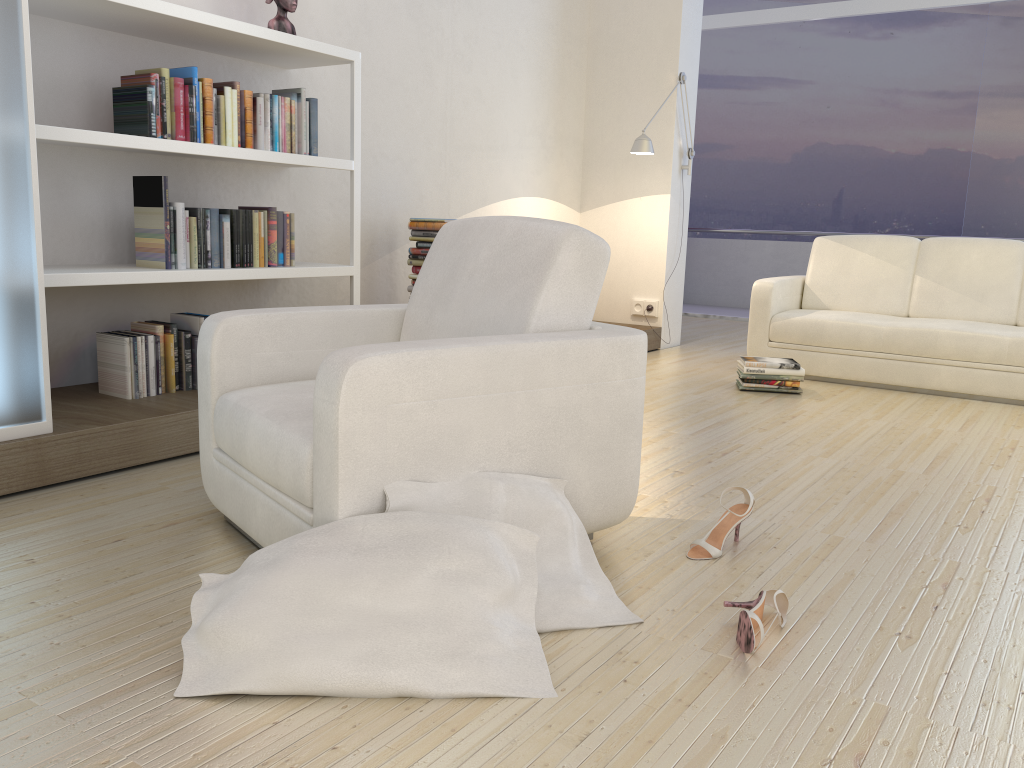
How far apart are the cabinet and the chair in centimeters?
58cm

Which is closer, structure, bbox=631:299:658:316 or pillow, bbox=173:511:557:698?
pillow, bbox=173:511:557:698

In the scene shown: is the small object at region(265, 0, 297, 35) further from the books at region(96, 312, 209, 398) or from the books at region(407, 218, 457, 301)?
the books at region(96, 312, 209, 398)

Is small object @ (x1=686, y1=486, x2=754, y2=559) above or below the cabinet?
below

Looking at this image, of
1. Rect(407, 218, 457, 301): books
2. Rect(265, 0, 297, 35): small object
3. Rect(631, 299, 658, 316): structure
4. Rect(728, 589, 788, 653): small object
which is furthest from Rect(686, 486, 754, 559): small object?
Rect(631, 299, 658, 316): structure

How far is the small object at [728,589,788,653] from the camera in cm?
176

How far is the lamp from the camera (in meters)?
5.50

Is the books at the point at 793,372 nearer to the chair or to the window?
the chair

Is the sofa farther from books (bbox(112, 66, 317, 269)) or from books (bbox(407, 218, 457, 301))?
books (bbox(112, 66, 317, 269))

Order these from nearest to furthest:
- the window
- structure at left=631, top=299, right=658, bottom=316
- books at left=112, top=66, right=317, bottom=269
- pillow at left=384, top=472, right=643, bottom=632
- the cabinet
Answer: pillow at left=384, top=472, right=643, bottom=632 → the cabinet → books at left=112, top=66, right=317, bottom=269 → structure at left=631, top=299, right=658, bottom=316 → the window
